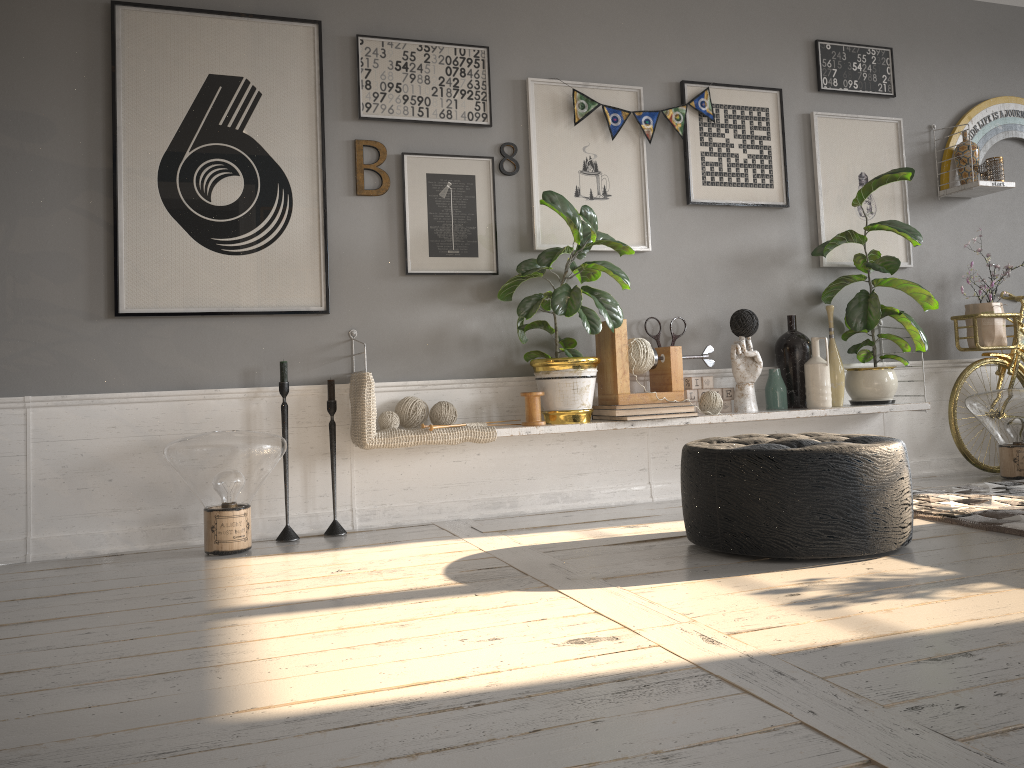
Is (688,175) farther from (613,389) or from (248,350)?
(248,350)

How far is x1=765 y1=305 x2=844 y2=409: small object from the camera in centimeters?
412cm

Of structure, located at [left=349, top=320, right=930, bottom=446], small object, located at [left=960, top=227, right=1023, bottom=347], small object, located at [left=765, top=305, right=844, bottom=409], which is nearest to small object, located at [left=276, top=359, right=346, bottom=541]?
structure, located at [left=349, top=320, right=930, bottom=446]

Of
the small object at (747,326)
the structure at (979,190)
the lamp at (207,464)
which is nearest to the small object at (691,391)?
the small object at (747,326)

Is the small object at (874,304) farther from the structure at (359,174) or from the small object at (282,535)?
the small object at (282,535)

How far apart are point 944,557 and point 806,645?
1.0 meters

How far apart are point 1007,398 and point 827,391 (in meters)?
0.88

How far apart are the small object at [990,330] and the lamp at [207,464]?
3.5 meters

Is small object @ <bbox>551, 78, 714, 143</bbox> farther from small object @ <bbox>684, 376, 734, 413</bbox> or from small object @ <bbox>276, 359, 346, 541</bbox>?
small object @ <bbox>276, 359, 346, 541</bbox>

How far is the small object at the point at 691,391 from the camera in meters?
4.1 m
